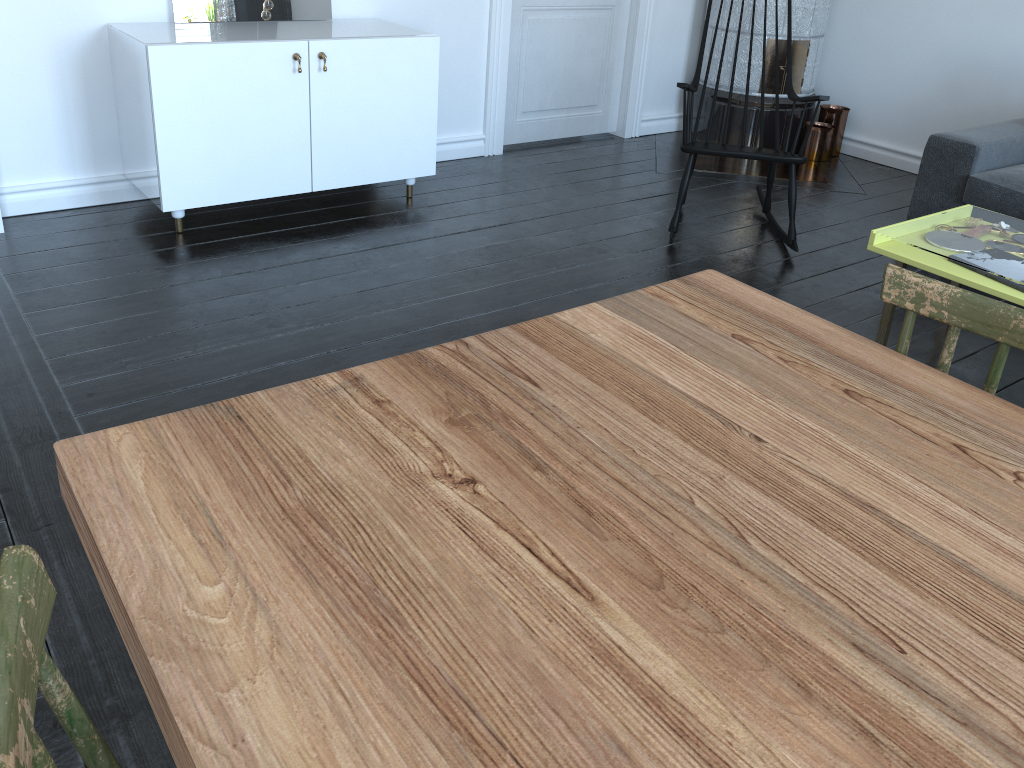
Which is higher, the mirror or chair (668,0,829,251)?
the mirror

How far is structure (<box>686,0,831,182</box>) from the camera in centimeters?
480cm

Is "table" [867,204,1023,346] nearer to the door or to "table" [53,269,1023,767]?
"table" [53,269,1023,767]

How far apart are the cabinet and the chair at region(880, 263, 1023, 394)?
2.6m

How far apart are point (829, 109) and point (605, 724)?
5.1m

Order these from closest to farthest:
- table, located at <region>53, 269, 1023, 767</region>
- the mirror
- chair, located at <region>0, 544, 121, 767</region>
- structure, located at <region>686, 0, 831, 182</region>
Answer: chair, located at <region>0, 544, 121, 767</region> < table, located at <region>53, 269, 1023, 767</region> < the mirror < structure, located at <region>686, 0, 831, 182</region>

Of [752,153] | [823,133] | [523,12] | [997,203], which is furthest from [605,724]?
[823,133]

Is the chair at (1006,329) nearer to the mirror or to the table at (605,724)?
the table at (605,724)

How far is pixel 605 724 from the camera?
0.7m

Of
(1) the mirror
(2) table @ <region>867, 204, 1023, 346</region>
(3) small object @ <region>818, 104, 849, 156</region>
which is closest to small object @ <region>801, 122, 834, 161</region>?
(3) small object @ <region>818, 104, 849, 156</region>
